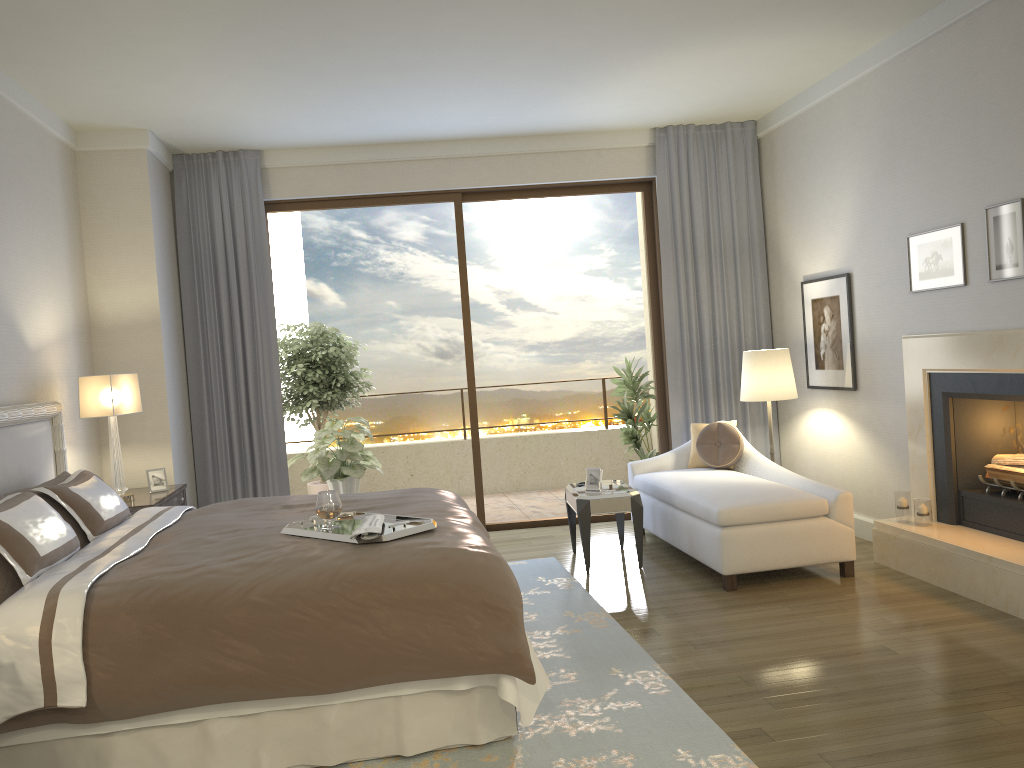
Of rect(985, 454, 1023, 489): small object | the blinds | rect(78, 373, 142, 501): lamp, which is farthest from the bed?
rect(985, 454, 1023, 489): small object

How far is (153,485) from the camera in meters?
5.7

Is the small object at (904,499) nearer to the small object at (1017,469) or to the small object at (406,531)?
the small object at (1017,469)

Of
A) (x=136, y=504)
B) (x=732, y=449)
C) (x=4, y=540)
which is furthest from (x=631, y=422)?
(x=4, y=540)

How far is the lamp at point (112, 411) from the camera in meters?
5.2 m

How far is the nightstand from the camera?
5.2 meters

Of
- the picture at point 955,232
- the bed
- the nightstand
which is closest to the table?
the bed

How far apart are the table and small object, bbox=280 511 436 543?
2.0 meters

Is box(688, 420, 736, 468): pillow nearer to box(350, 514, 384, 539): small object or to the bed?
the bed

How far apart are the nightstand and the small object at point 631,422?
3.6m
